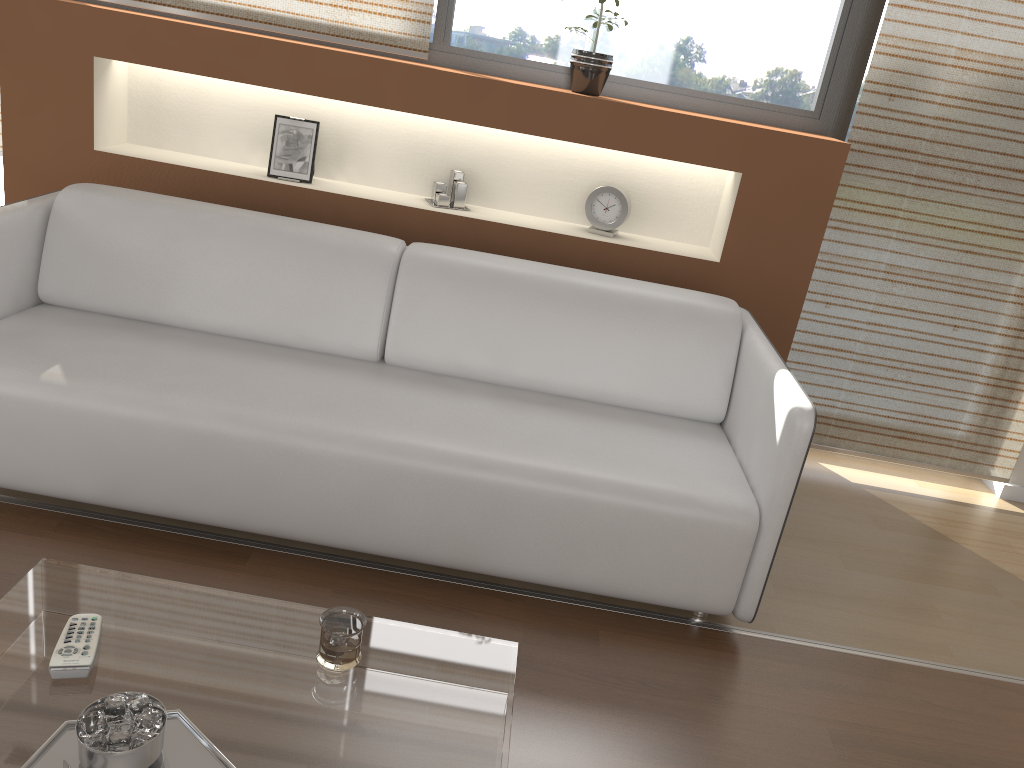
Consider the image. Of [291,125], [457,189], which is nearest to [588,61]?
[457,189]

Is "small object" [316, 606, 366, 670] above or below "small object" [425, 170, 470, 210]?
below

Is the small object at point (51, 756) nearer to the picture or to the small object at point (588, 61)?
the picture

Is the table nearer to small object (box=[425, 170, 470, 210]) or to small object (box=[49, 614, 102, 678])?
small object (box=[49, 614, 102, 678])

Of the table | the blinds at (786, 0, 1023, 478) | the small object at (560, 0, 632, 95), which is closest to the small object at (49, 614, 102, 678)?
the table

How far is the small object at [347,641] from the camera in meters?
1.5 m

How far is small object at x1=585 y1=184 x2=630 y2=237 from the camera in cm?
318

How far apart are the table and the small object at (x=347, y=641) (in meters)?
0.01

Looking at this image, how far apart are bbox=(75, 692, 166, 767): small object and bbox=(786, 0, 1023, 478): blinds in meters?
2.6 m

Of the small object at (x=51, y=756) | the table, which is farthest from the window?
the small object at (x=51, y=756)
